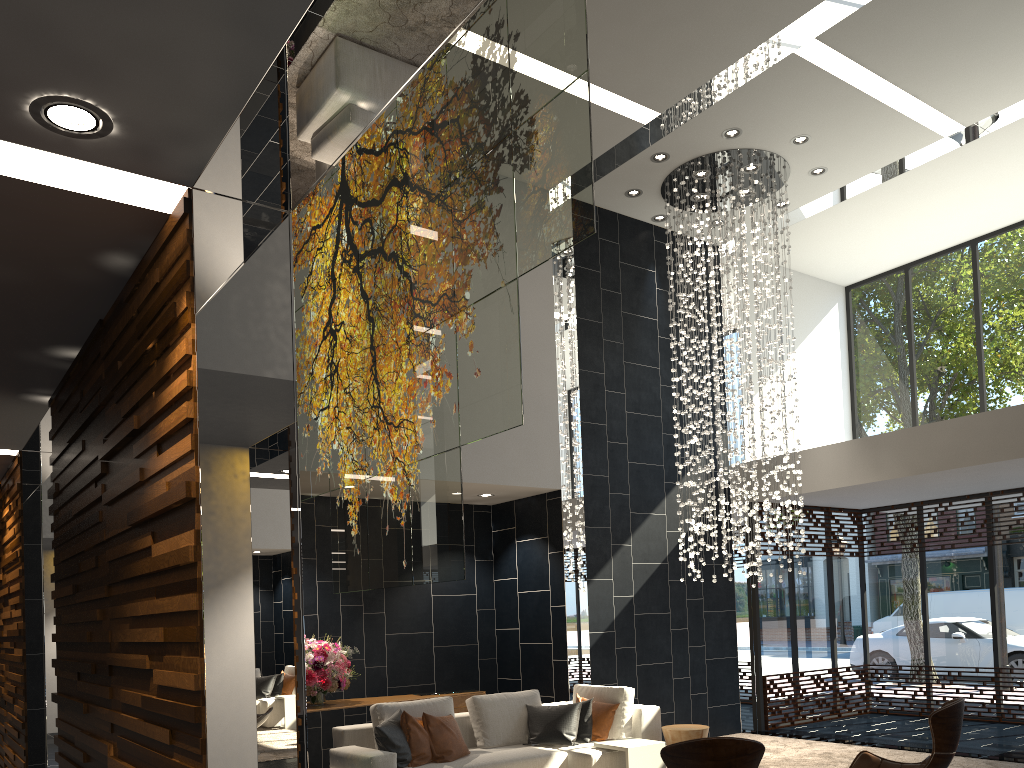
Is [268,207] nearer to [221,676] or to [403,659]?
[221,676]

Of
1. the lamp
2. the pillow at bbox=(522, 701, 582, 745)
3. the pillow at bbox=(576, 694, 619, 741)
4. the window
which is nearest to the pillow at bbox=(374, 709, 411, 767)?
the pillow at bbox=(522, 701, 582, 745)

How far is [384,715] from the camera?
6.3 meters

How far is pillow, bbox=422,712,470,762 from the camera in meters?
6.1 m

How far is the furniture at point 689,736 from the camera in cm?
665

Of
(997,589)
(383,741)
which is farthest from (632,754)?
(997,589)

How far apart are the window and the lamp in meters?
1.5 m

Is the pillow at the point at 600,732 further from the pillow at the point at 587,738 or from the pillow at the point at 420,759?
the pillow at the point at 420,759

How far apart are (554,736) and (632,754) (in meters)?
0.71

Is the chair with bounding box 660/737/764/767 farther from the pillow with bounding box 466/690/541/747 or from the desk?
the desk
